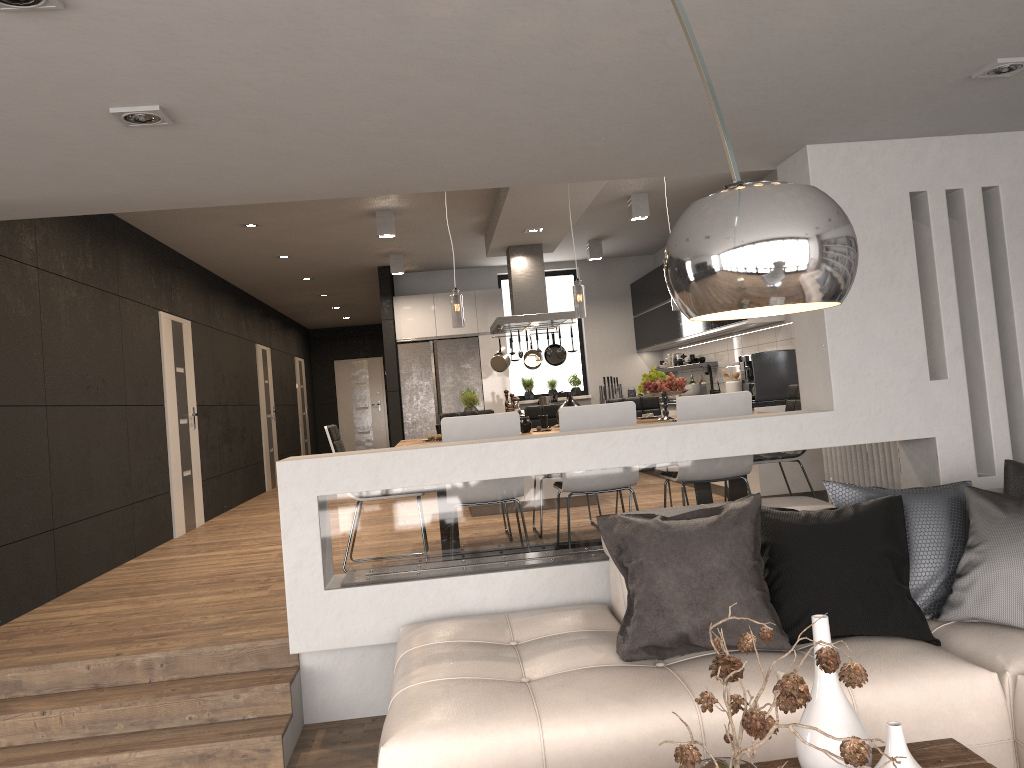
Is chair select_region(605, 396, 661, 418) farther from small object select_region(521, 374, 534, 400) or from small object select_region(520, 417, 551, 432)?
small object select_region(521, 374, 534, 400)

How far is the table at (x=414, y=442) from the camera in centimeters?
581cm

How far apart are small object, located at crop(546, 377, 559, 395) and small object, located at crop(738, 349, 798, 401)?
4.4m

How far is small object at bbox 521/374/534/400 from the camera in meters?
11.6

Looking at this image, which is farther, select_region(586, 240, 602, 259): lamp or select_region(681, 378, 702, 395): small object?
select_region(586, 240, 602, 259): lamp

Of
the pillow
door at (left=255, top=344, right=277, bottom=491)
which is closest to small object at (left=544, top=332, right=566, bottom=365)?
door at (left=255, top=344, right=277, bottom=491)

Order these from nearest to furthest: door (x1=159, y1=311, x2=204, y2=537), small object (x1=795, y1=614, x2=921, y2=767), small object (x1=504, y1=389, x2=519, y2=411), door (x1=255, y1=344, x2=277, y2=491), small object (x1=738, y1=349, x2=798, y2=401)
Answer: small object (x1=795, y1=614, x2=921, y2=767), small object (x1=738, y1=349, x2=798, y2=401), door (x1=159, y1=311, x2=204, y2=537), small object (x1=504, y1=389, x2=519, y2=411), door (x1=255, y1=344, x2=277, y2=491)

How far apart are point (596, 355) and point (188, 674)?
8.3m

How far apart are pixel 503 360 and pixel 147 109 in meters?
6.6

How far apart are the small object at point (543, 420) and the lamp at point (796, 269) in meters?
4.6
